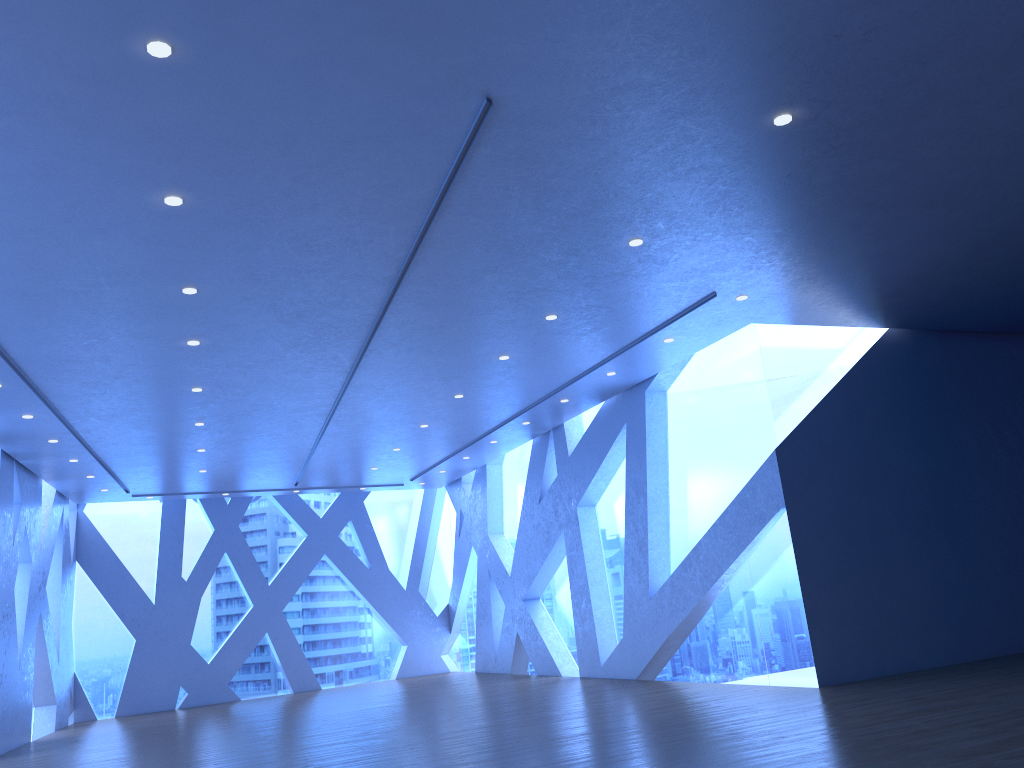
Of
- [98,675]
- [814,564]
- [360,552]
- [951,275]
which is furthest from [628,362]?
[98,675]
